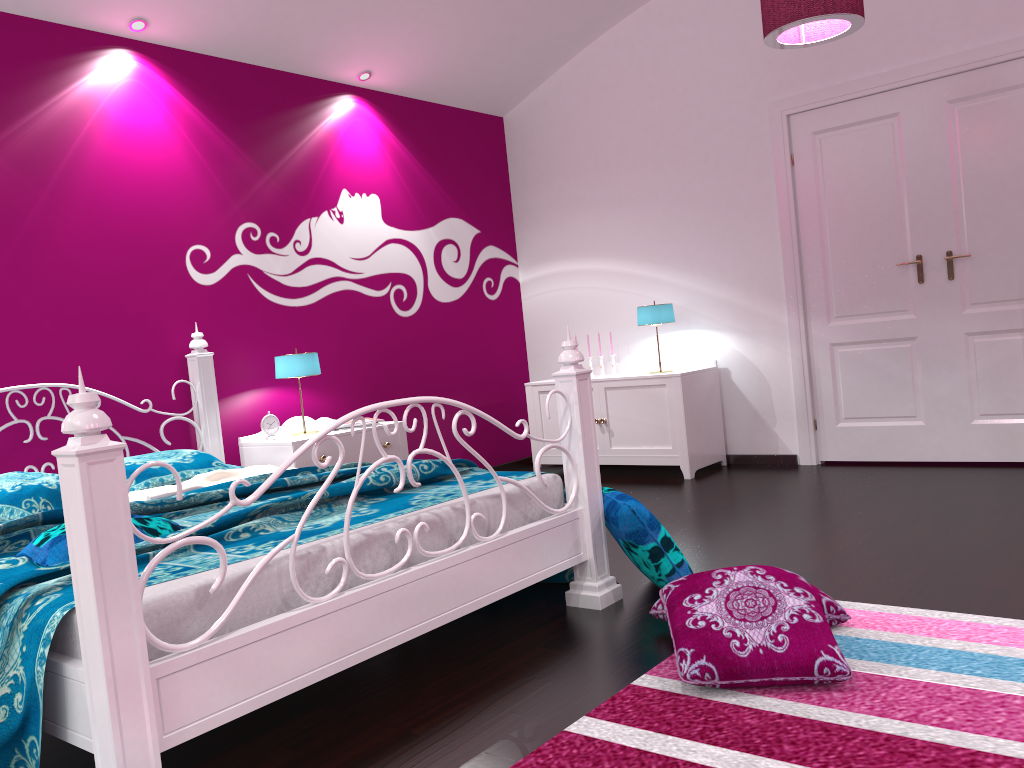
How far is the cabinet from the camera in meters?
5.1 m

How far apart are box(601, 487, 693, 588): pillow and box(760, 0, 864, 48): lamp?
1.9 meters

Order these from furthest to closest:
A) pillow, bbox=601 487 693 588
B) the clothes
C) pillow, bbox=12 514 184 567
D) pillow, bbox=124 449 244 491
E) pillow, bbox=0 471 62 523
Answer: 1. pillow, bbox=124 449 244 491
2. the clothes
3. pillow, bbox=0 471 62 523
4. pillow, bbox=601 487 693 588
5. pillow, bbox=12 514 184 567

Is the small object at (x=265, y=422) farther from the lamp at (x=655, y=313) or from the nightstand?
the lamp at (x=655, y=313)

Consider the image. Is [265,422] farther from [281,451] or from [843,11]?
[843,11]

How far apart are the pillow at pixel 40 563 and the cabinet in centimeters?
325cm

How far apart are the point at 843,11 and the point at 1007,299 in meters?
2.0

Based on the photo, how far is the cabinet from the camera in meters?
5.1 m

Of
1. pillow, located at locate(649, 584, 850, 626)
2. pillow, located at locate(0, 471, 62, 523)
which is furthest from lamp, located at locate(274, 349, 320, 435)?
pillow, located at locate(649, 584, 850, 626)

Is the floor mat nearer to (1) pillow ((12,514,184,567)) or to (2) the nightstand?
(1) pillow ((12,514,184,567))
